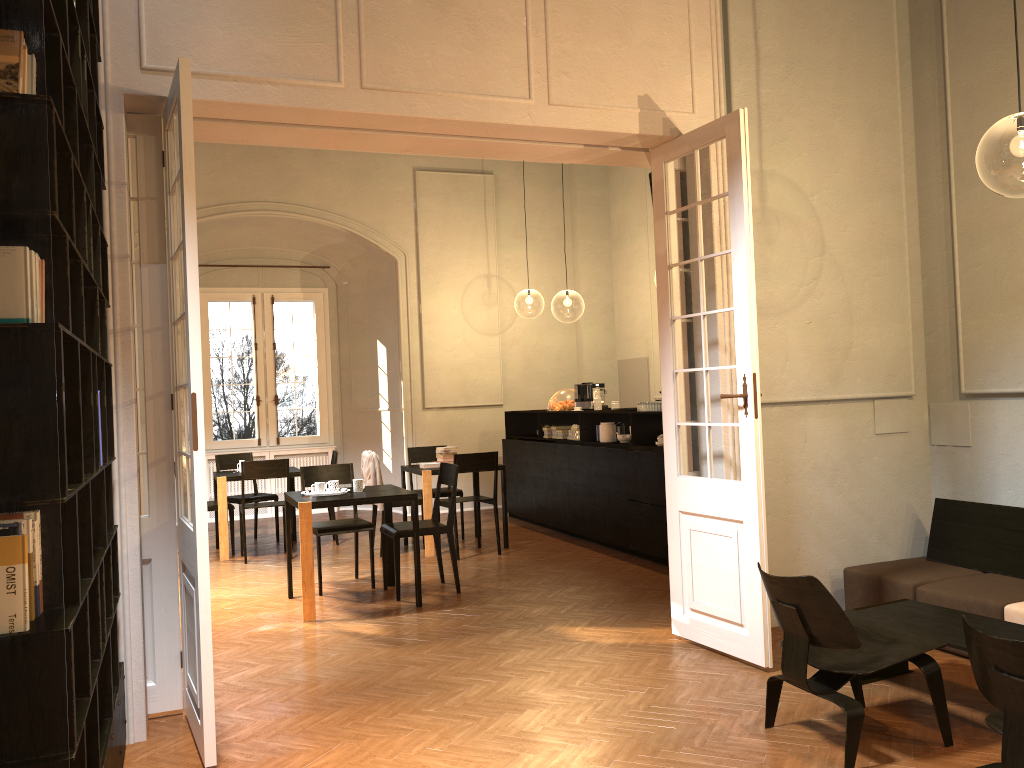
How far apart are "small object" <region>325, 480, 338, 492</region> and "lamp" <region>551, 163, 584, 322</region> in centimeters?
1804cm

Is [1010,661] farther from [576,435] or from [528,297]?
[528,297]

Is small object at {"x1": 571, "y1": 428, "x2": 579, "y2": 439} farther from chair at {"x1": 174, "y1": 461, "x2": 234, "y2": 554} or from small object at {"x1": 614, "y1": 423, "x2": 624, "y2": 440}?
chair at {"x1": 174, "y1": 461, "x2": 234, "y2": 554}

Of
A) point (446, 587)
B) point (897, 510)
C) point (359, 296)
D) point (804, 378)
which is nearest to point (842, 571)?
point (897, 510)

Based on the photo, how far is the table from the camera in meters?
4.2

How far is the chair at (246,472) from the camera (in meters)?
9.27

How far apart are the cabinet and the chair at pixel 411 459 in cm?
110

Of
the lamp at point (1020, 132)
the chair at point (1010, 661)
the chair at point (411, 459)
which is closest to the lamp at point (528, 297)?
the lamp at point (1020, 132)

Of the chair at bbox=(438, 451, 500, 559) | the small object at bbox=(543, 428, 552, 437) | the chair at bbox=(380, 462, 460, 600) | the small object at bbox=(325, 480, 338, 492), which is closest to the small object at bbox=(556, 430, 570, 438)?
the small object at bbox=(543, 428, 552, 437)

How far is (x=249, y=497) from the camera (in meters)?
10.42
